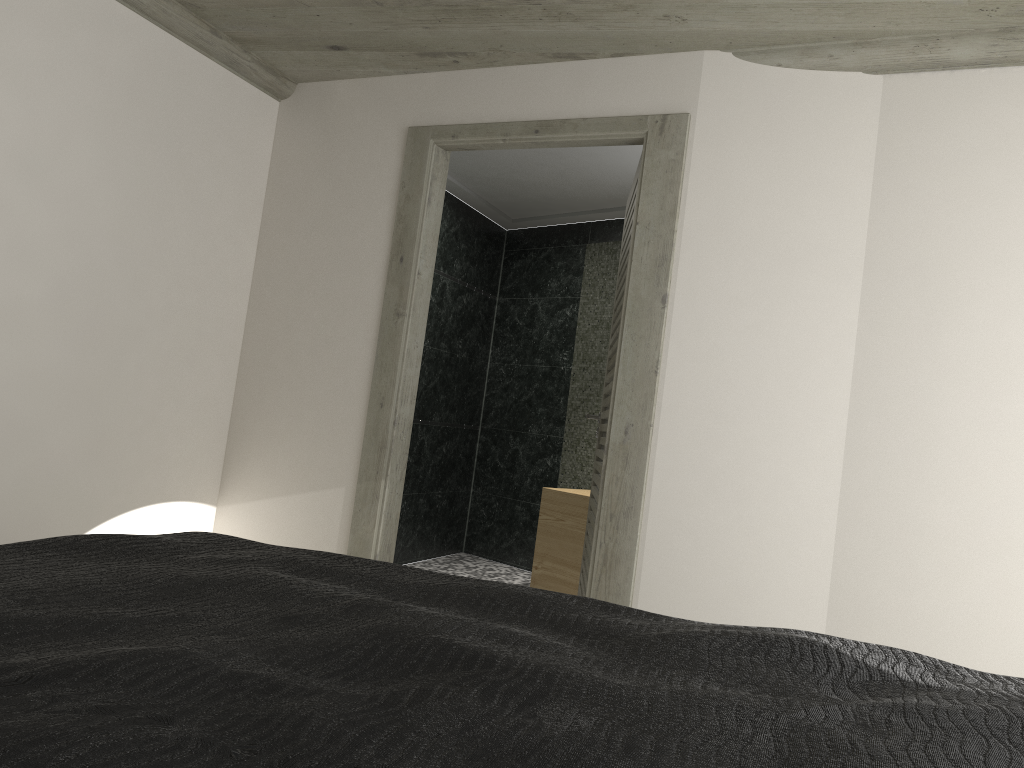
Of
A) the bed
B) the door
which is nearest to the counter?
the door

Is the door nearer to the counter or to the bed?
the counter

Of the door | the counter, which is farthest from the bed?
the counter

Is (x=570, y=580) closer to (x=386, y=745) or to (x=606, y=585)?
(x=606, y=585)

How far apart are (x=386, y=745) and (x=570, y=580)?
4.9 meters

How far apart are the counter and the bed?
3.70m

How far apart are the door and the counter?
1.1m

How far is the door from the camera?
→ 3.56m

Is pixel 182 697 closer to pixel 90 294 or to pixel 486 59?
pixel 90 294

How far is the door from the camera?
3.6 meters
